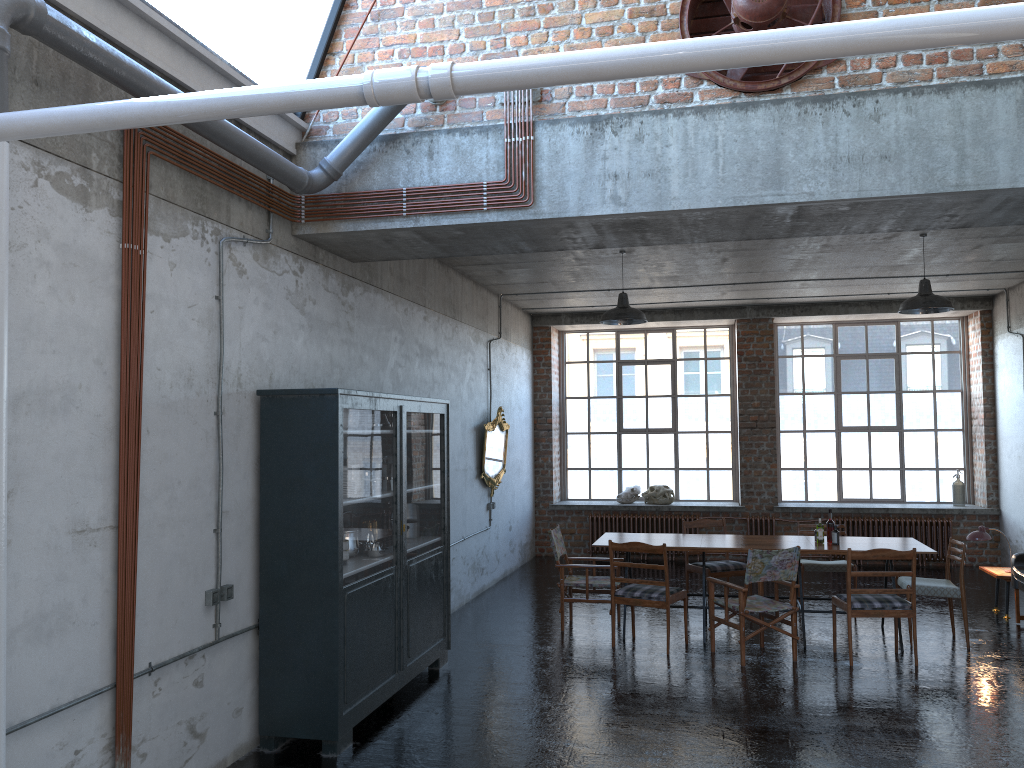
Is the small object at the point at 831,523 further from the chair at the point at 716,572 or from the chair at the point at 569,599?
the chair at the point at 569,599

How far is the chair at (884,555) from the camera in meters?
7.5

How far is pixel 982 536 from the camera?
9.5m

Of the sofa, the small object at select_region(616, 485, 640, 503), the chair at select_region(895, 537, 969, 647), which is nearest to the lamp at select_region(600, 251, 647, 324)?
the chair at select_region(895, 537, 969, 647)

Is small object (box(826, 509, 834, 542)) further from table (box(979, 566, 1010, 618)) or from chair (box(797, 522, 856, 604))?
table (box(979, 566, 1010, 618))

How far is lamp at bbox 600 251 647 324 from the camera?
9.11m

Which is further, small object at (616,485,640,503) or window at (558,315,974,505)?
small object at (616,485,640,503)

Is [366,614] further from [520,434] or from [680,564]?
[680,564]

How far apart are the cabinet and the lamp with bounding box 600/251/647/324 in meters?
2.2

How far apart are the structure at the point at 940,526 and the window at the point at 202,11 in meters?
8.9 m
